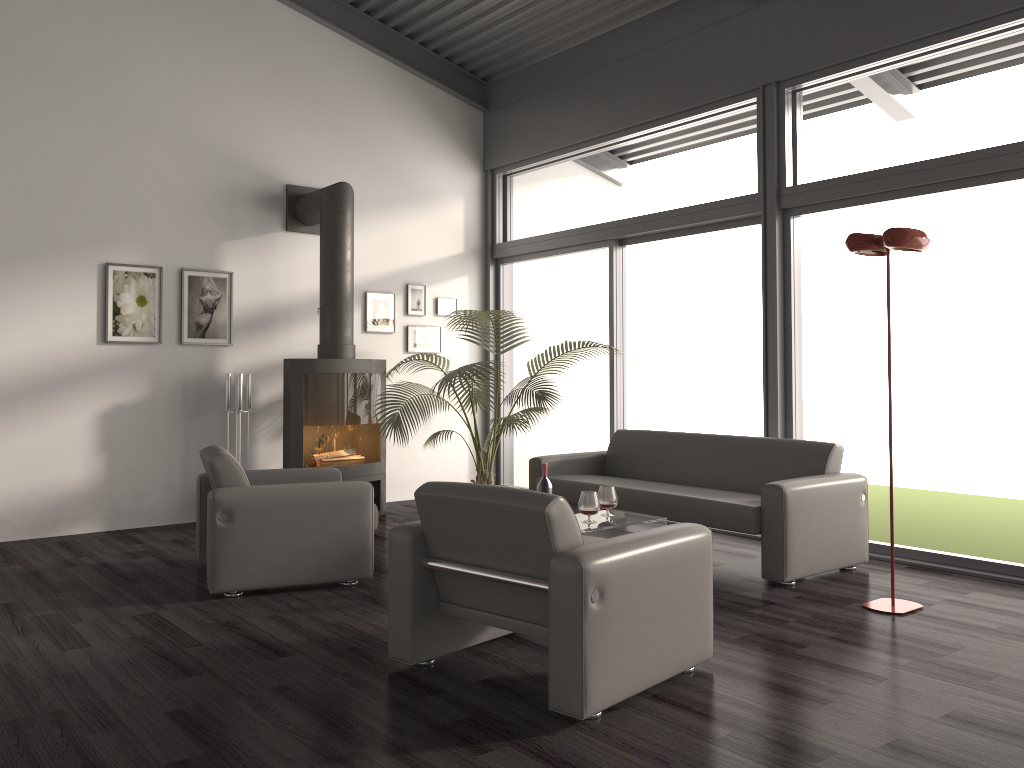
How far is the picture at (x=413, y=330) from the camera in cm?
794

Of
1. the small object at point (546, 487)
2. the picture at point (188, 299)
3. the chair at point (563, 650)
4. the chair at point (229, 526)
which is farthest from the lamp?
the picture at point (188, 299)

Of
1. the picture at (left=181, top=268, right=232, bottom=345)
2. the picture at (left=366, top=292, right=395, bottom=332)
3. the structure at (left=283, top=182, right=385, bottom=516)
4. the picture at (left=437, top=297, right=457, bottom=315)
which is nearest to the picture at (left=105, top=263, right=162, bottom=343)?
the picture at (left=181, top=268, right=232, bottom=345)

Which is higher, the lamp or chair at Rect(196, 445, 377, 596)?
the lamp

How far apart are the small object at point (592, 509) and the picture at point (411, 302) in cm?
379

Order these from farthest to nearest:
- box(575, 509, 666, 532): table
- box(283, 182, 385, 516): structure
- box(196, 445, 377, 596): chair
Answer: box(283, 182, 385, 516): structure < box(575, 509, 666, 532): table < box(196, 445, 377, 596): chair

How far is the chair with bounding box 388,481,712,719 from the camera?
2.8 meters

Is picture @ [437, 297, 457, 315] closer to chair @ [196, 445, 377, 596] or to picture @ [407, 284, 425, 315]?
picture @ [407, 284, 425, 315]

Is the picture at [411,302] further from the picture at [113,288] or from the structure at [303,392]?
the picture at [113,288]

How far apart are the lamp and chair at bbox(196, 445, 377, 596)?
→ 2.5 meters
